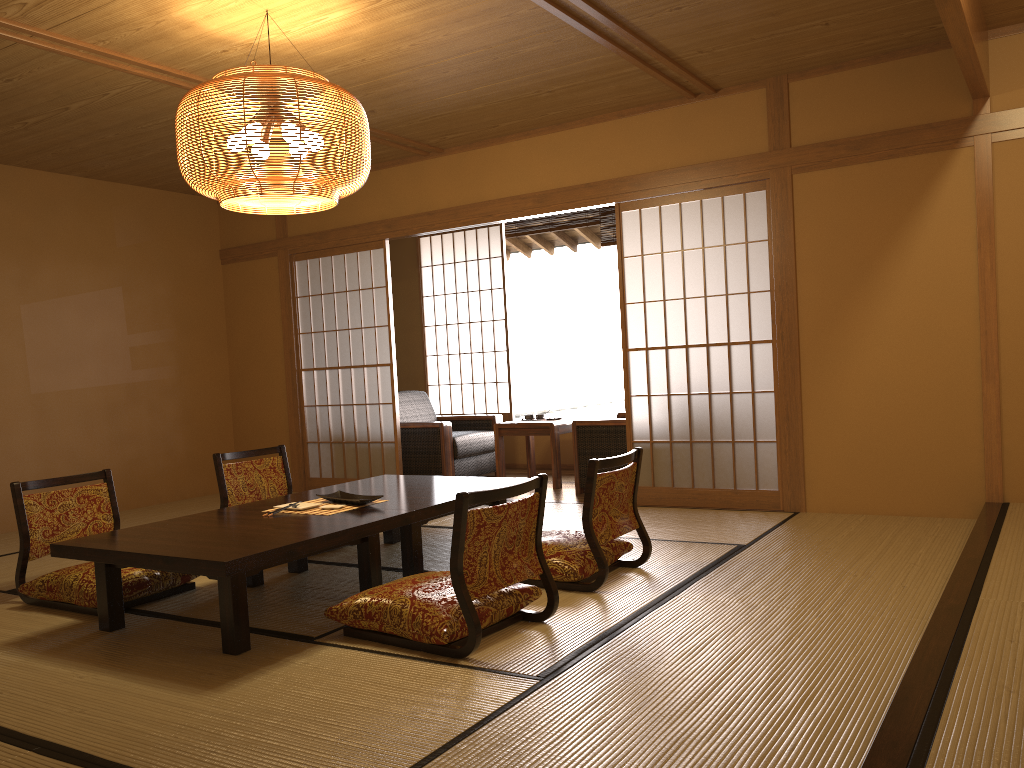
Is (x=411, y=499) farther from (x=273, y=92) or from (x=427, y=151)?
(x=427, y=151)

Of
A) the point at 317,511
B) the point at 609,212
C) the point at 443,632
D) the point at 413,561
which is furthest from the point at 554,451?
the point at 443,632

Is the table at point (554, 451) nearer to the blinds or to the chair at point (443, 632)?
the blinds

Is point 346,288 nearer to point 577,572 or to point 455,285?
point 455,285

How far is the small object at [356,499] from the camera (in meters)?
3.87

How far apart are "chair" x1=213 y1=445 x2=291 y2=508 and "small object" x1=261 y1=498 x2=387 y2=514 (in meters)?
1.04

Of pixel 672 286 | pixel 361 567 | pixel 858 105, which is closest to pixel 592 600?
pixel 361 567

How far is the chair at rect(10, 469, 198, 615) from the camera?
3.73m

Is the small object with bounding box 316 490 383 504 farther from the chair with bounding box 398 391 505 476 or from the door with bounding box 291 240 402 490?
the chair with bounding box 398 391 505 476

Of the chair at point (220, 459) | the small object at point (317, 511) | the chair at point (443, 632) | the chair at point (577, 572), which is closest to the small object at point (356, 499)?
the small object at point (317, 511)
